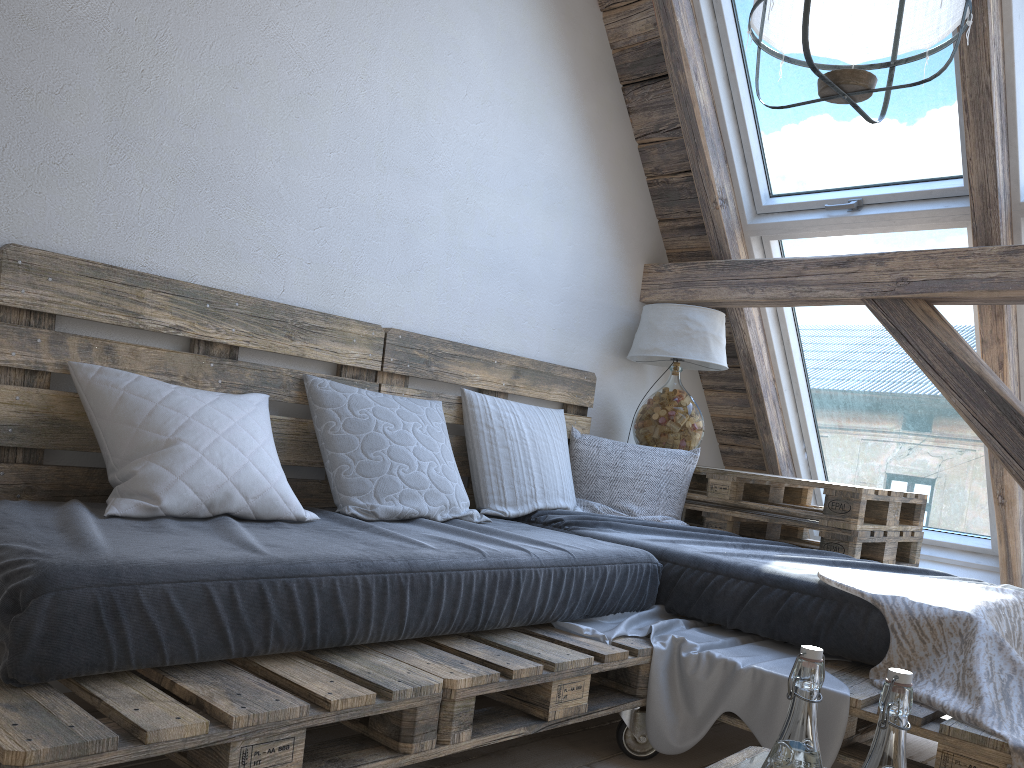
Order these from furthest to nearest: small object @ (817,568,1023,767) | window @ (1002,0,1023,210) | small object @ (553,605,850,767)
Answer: window @ (1002,0,1023,210) → small object @ (553,605,850,767) → small object @ (817,568,1023,767)

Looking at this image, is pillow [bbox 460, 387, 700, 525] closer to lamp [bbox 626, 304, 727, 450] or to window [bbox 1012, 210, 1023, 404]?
lamp [bbox 626, 304, 727, 450]

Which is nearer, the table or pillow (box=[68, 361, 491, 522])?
pillow (box=[68, 361, 491, 522])

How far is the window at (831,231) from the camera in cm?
326

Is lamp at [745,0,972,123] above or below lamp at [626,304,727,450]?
above

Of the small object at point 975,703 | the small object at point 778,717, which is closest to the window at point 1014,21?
the small object at point 975,703

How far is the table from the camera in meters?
2.8

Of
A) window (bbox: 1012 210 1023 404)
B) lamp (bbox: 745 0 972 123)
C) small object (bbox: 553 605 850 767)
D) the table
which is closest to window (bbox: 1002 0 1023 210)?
window (bbox: 1012 210 1023 404)

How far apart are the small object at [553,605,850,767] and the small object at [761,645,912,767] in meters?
1.1 m

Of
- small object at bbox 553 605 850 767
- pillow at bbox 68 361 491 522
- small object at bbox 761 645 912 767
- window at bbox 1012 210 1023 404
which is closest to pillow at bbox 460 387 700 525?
pillow at bbox 68 361 491 522
